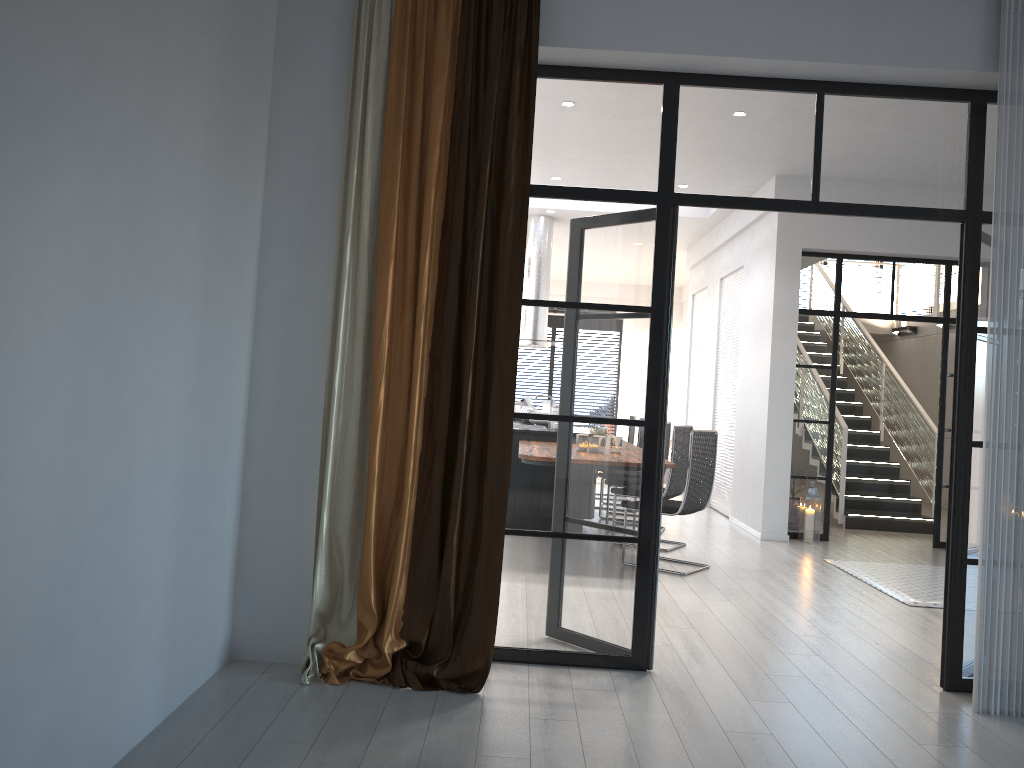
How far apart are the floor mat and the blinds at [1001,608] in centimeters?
207cm

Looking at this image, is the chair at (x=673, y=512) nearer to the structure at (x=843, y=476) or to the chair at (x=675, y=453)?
the chair at (x=675, y=453)

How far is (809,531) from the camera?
8.12m

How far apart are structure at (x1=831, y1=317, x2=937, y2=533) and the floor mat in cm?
224

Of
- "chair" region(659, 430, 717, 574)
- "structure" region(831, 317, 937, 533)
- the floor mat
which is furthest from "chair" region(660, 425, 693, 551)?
"structure" region(831, 317, 937, 533)

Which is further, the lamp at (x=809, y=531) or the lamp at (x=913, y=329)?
the lamp at (x=913, y=329)

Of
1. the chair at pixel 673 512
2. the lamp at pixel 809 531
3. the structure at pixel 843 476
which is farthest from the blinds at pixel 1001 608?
the structure at pixel 843 476

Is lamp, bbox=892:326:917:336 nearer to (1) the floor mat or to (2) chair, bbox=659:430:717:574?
(1) the floor mat

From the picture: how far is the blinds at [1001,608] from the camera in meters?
3.7 m

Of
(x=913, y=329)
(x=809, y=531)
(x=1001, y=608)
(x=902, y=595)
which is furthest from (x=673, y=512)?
(x=913, y=329)
